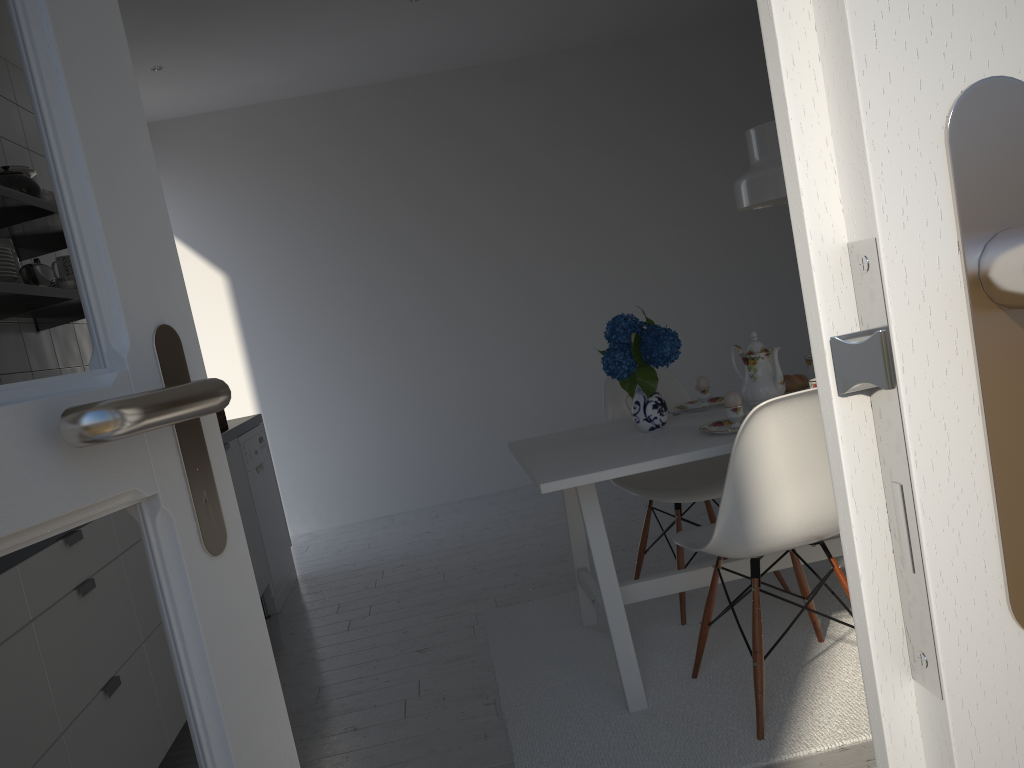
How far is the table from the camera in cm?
220

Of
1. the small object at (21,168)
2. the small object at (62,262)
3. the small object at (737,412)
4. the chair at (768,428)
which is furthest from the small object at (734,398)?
the small object at (21,168)

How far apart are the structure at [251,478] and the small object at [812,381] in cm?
247

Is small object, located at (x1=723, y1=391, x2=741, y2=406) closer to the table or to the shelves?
the table

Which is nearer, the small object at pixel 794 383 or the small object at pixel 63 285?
the small object at pixel 794 383

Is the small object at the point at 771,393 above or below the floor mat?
above

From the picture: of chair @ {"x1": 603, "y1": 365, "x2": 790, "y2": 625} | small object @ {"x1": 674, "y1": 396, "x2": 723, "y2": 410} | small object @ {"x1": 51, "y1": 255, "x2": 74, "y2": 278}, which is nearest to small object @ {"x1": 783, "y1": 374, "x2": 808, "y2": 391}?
small object @ {"x1": 674, "y1": 396, "x2": 723, "y2": 410}

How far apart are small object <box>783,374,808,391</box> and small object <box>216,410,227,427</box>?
2.44m

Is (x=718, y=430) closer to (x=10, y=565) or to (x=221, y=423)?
(x=10, y=565)

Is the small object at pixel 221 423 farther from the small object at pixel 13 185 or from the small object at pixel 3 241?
the small object at pixel 13 185
